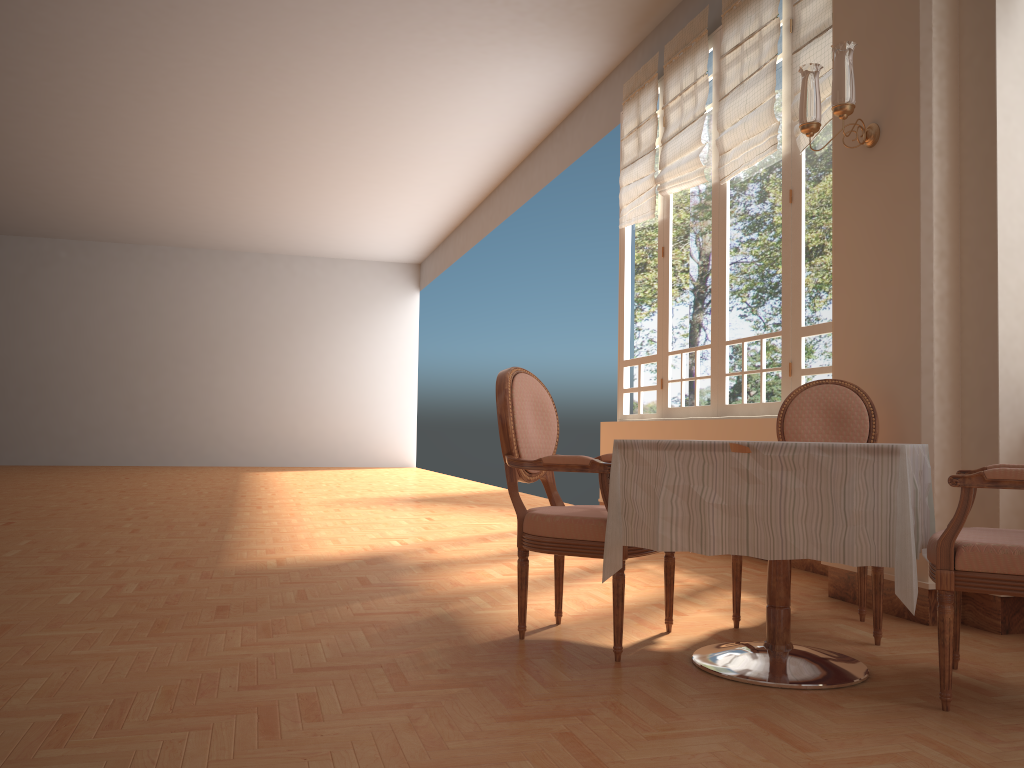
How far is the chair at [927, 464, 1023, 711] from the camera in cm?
220

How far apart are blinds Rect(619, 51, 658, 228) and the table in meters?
4.3

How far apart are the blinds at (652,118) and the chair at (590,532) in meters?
3.9 m

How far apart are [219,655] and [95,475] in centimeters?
1110cm

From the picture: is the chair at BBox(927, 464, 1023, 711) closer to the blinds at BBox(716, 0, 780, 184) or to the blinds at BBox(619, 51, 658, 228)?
the blinds at BBox(716, 0, 780, 184)

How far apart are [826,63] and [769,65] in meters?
0.6

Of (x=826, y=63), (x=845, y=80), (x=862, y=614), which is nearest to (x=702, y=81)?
(x=826, y=63)

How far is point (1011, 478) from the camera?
2.20m

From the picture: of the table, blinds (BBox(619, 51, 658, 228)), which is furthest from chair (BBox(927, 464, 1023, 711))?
blinds (BBox(619, 51, 658, 228))

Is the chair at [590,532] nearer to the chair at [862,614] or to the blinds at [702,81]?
the chair at [862,614]
